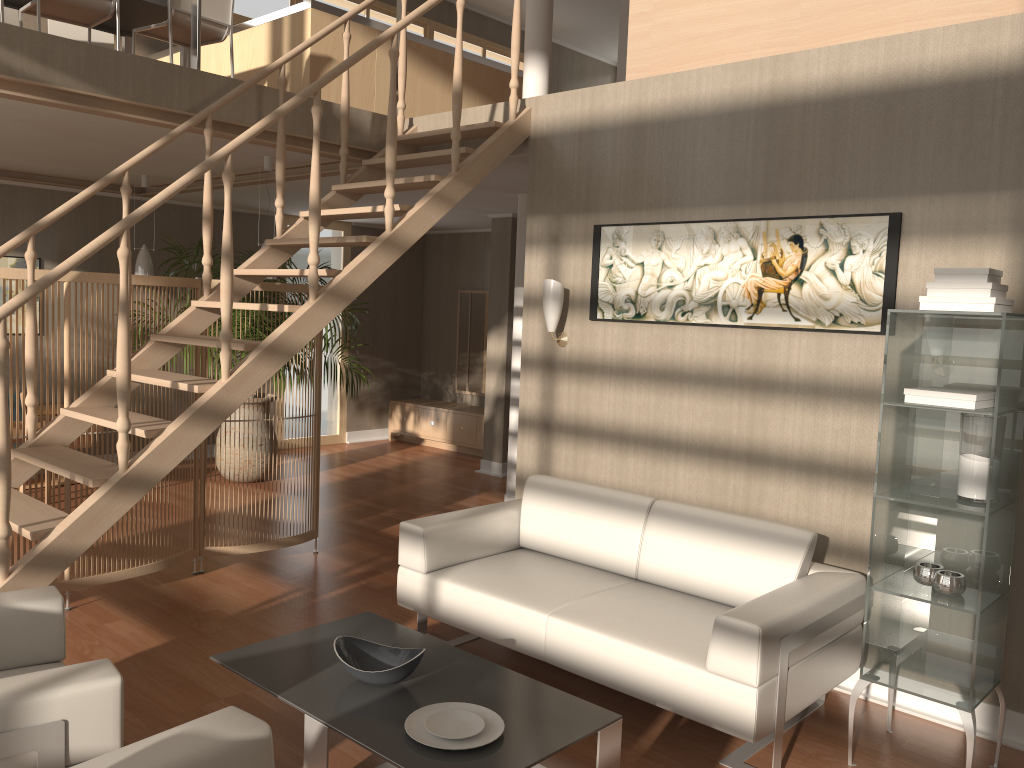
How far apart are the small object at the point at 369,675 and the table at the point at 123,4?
4.3m

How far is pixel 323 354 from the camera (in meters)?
9.46

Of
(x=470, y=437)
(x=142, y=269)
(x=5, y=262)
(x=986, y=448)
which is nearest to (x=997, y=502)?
(x=986, y=448)

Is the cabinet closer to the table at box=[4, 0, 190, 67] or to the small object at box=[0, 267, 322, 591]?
the small object at box=[0, 267, 322, 591]

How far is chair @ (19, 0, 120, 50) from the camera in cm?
497

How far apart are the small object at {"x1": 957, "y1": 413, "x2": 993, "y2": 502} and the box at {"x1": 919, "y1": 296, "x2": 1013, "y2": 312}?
0.4m

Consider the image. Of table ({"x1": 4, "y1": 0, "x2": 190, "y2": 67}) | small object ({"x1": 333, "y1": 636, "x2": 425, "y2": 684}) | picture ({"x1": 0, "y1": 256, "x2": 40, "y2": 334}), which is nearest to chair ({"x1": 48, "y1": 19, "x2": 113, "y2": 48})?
table ({"x1": 4, "y1": 0, "x2": 190, "y2": 67})

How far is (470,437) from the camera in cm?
917

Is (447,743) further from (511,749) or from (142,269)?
(142,269)

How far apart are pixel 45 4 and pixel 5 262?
2.8m
